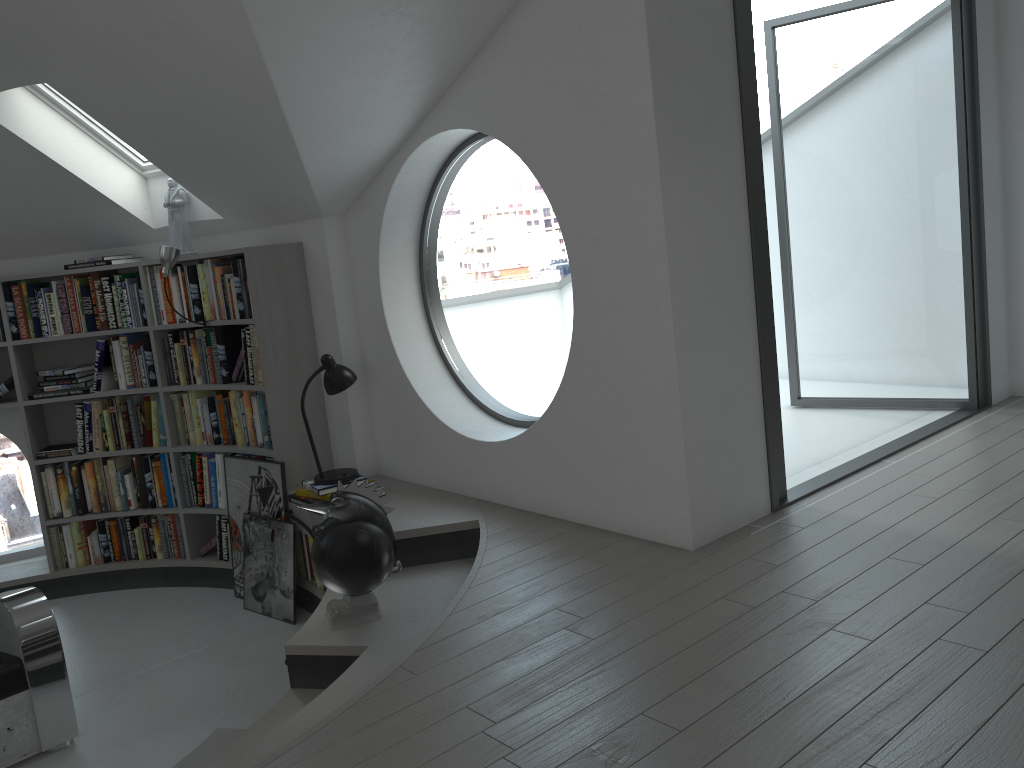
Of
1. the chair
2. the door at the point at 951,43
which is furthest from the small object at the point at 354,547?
the door at the point at 951,43

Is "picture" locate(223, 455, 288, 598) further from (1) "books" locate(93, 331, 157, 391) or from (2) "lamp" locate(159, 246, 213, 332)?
(2) "lamp" locate(159, 246, 213, 332)

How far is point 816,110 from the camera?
25.1m

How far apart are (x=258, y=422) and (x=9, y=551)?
16.0m

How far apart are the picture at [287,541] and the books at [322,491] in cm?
34

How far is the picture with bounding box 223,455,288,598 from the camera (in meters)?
4.97

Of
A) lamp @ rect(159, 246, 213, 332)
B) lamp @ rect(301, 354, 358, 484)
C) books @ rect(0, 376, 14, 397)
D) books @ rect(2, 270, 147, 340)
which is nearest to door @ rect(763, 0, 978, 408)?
lamp @ rect(301, 354, 358, 484)

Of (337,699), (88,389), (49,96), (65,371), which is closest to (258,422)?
(88,389)

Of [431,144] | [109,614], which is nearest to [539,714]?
[431,144]

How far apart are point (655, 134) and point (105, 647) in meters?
4.0
